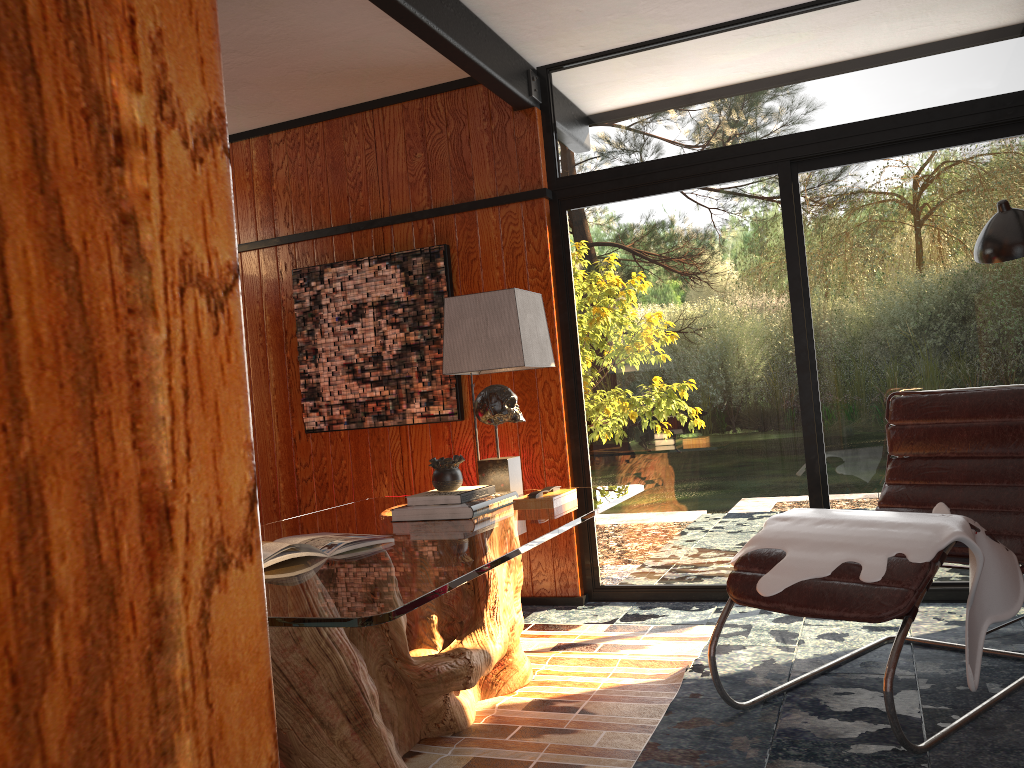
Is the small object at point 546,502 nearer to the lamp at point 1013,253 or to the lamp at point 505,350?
the lamp at point 505,350

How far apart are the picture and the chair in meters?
1.9

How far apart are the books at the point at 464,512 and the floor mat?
0.64m

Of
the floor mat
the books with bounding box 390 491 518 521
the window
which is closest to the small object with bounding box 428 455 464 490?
the books with bounding box 390 491 518 521

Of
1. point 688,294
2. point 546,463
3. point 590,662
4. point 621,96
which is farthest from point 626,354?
point 590,662

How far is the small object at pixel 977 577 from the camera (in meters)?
A: 2.36

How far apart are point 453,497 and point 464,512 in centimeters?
9cm

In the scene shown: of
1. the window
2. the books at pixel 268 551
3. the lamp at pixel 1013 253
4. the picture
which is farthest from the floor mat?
the lamp at pixel 1013 253

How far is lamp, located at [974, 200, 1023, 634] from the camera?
2.94m

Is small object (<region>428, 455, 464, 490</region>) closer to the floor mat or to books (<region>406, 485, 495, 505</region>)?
books (<region>406, 485, 495, 505</region>)
